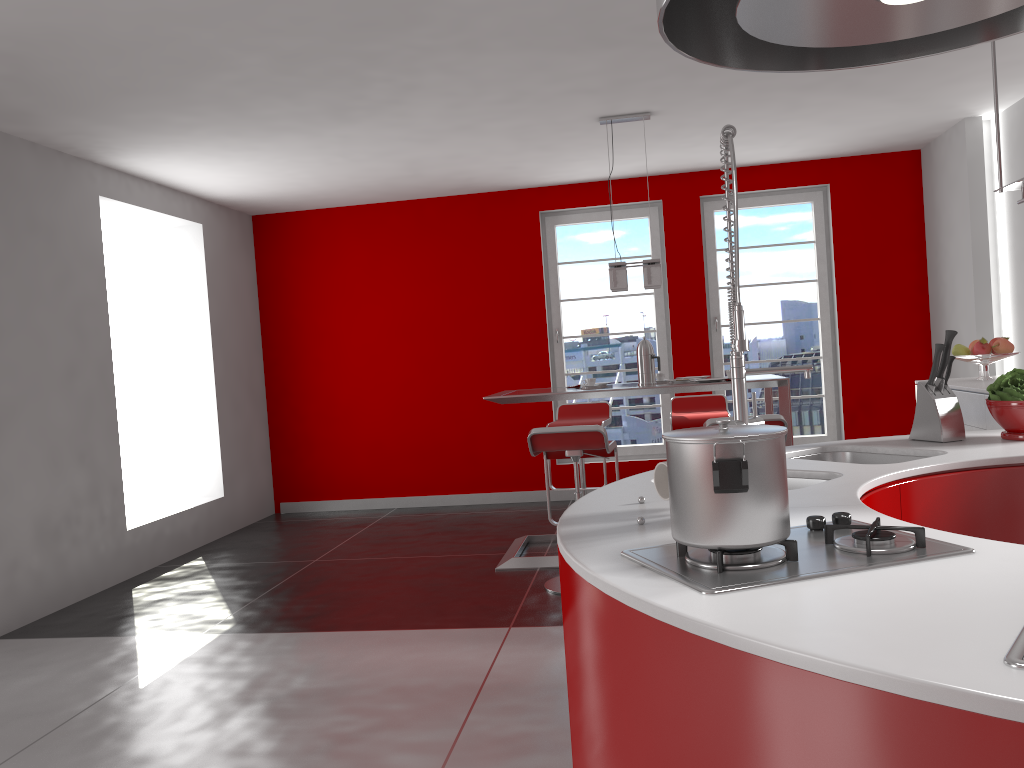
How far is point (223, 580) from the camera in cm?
534

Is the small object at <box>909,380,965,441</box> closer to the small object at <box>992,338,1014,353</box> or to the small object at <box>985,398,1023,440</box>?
the small object at <box>985,398,1023,440</box>

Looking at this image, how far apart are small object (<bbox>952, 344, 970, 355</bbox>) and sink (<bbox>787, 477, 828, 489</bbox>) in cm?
375

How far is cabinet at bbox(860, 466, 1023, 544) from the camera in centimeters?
214cm

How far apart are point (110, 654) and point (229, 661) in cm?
65

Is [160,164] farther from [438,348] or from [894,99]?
[894,99]

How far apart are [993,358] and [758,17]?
4.8 meters

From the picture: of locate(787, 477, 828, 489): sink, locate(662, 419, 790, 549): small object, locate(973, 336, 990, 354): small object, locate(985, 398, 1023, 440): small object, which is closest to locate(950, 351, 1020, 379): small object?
locate(973, 336, 990, 354): small object

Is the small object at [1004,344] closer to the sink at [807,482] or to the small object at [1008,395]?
the small object at [1008,395]

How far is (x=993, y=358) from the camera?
5.3 meters
